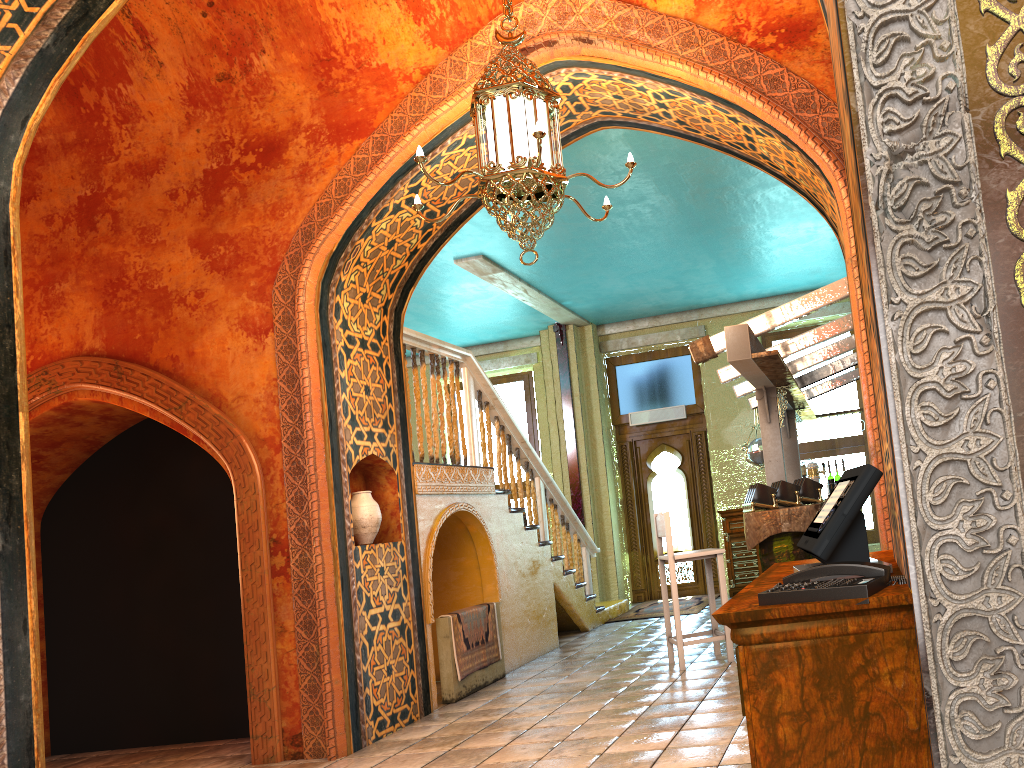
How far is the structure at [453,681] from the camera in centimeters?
706cm

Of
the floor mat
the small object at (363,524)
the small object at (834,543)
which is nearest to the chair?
the small object at (363,524)

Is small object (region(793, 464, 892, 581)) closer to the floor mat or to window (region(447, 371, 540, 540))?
the floor mat

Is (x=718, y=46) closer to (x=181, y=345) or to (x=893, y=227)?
(x=893, y=227)

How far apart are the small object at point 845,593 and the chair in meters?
5.0 m

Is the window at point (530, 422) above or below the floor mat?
above

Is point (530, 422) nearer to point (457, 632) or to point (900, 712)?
point (457, 632)

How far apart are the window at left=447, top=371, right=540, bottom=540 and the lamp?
8.9 meters

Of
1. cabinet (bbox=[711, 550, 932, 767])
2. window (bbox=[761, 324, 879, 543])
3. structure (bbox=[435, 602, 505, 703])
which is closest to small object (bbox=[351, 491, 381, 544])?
structure (bbox=[435, 602, 505, 703])

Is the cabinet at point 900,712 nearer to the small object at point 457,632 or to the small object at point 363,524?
the small object at point 363,524
